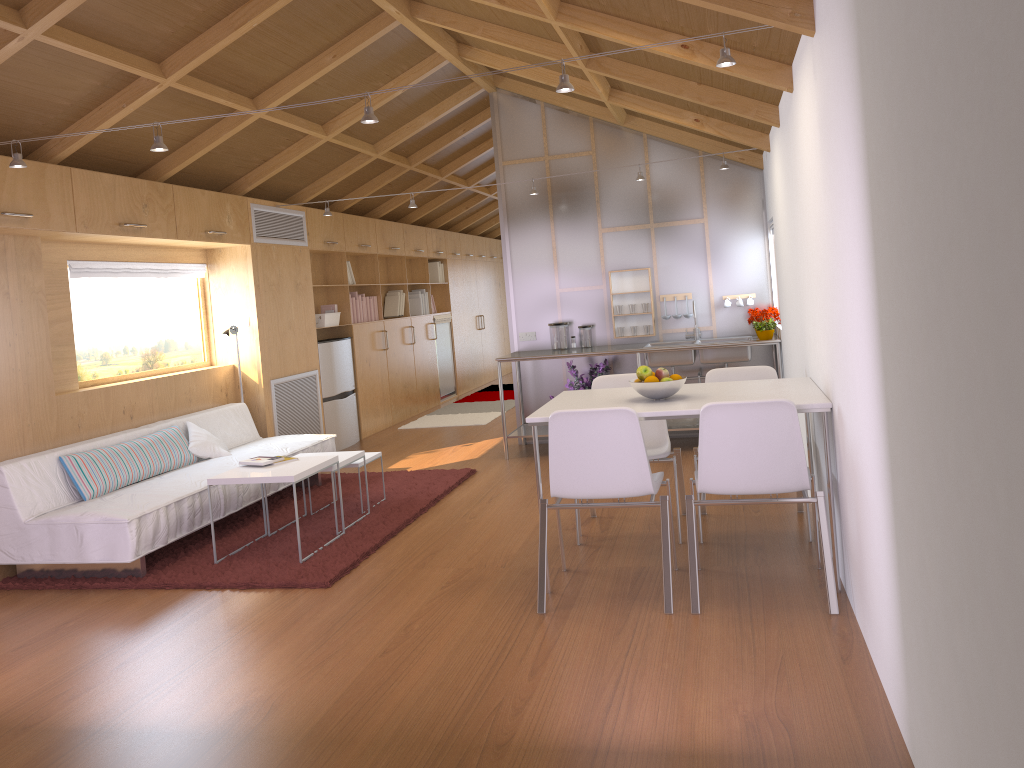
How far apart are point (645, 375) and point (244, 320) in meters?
3.9 m

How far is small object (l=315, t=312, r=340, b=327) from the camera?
7.89m

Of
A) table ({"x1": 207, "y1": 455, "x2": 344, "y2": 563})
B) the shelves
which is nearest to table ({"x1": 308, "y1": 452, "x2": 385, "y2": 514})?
A: table ({"x1": 207, "y1": 455, "x2": 344, "y2": 563})

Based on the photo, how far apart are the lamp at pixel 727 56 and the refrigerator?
3.9 meters

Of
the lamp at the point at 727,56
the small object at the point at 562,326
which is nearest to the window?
the lamp at the point at 727,56

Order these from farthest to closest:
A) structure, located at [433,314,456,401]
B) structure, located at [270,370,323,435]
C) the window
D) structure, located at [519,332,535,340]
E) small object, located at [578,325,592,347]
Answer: structure, located at [433,314,456,401]
structure, located at [519,332,535,340]
small object, located at [578,325,592,347]
structure, located at [270,370,323,435]
the window

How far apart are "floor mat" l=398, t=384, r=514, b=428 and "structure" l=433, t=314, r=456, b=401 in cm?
27

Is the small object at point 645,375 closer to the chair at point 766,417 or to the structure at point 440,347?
the chair at point 766,417

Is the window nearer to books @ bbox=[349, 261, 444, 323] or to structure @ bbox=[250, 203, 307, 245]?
structure @ bbox=[250, 203, 307, 245]

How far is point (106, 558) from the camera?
4.31m
